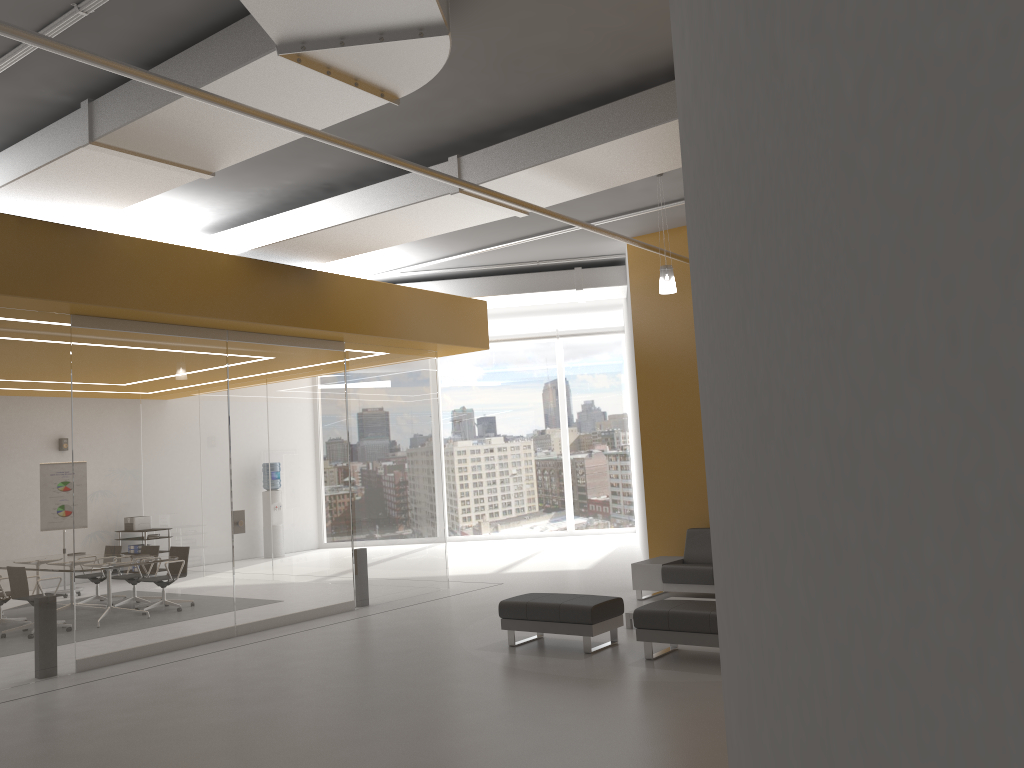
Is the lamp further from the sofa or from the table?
the table

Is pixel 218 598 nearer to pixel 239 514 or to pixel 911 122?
pixel 239 514

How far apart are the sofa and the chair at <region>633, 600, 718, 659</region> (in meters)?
2.19

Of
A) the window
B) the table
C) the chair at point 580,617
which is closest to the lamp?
the chair at point 580,617

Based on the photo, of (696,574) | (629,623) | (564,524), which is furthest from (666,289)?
(564,524)

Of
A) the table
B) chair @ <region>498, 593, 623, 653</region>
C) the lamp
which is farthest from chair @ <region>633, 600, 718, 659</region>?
the lamp

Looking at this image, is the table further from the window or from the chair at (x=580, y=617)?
the window

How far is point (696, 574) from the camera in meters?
9.7 m

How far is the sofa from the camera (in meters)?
9.71

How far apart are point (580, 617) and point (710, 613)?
1.2 meters
